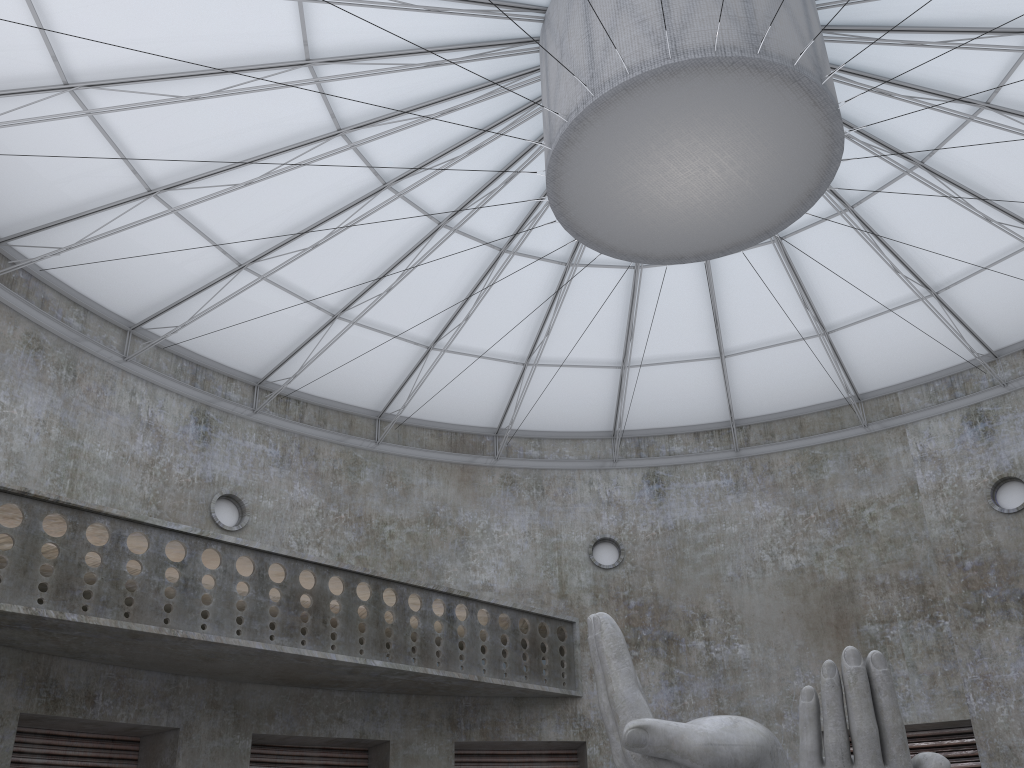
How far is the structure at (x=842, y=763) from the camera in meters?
13.1 m

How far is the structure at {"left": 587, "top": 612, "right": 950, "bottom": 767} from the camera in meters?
13.1 m

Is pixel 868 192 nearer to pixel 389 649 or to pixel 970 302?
pixel 970 302

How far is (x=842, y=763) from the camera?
13.1m
